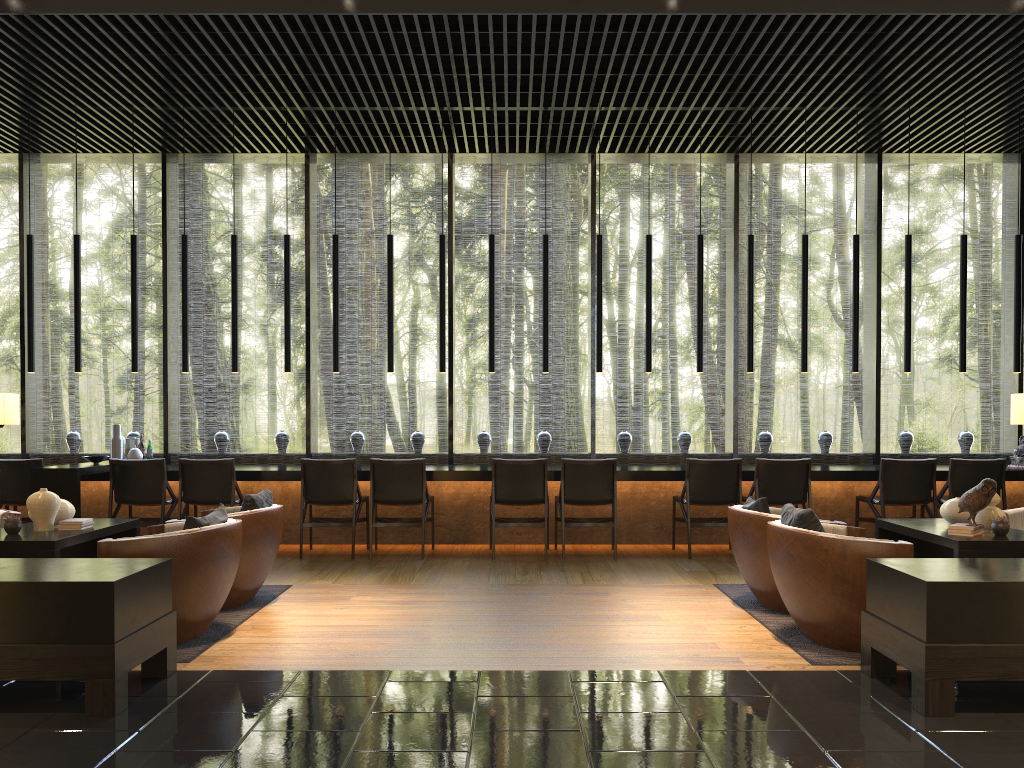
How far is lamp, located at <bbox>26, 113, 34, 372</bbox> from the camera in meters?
8.1

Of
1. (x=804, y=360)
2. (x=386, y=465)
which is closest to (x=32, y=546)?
(x=386, y=465)

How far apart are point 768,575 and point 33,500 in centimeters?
416cm

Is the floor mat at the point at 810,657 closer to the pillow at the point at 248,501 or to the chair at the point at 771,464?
the chair at the point at 771,464

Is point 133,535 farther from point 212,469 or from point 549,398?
point 549,398

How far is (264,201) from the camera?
22.5 meters

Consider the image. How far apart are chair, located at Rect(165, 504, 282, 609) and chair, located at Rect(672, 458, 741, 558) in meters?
3.4 m

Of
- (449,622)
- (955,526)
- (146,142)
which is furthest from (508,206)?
(955,526)

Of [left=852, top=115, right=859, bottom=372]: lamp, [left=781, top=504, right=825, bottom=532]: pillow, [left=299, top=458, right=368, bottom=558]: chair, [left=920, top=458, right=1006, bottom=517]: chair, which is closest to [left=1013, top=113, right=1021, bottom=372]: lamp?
[left=920, top=458, right=1006, bottom=517]: chair

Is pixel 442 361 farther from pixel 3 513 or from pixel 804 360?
pixel 3 513
